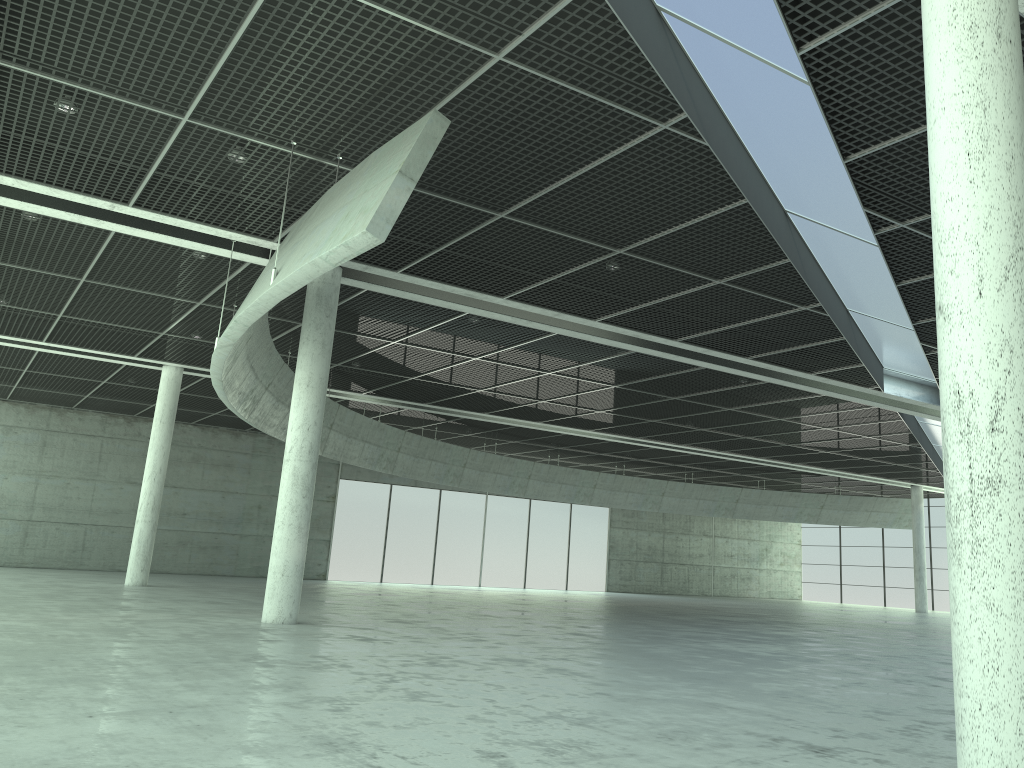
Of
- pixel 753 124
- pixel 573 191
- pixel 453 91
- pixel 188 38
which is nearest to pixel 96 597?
pixel 188 38

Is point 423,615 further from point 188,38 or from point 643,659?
point 188,38
